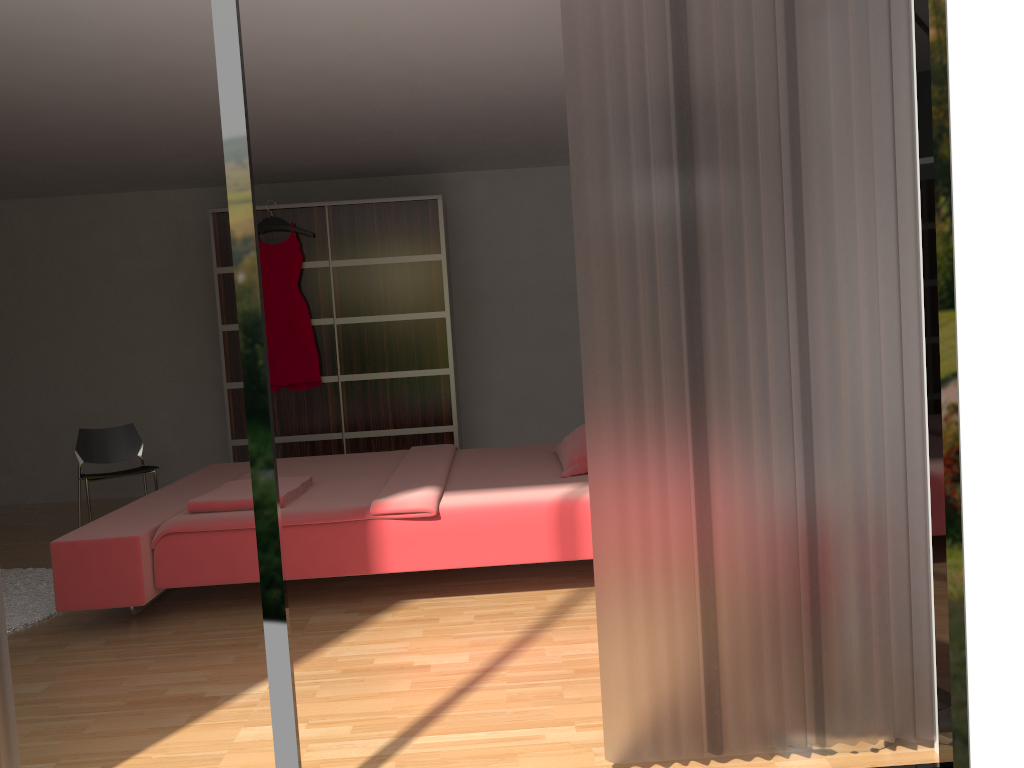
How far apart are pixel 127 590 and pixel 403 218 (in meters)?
3.30

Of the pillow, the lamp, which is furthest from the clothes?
the lamp

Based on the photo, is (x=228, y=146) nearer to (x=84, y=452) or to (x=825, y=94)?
(x=825, y=94)

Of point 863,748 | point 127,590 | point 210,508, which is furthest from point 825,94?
point 127,590

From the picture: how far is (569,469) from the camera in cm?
393

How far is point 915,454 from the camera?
2.1 meters

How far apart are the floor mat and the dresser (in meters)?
1.70

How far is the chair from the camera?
5.4m

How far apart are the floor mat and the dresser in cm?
170

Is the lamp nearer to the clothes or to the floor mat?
the floor mat
